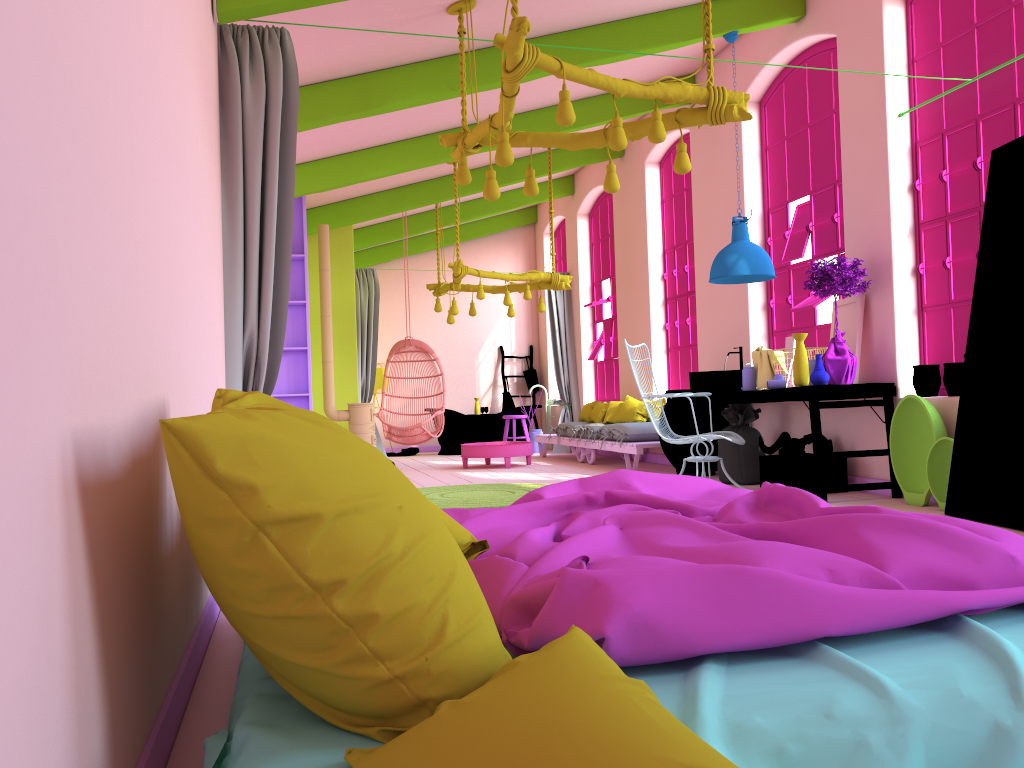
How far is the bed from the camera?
1.5m

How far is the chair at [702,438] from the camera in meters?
6.7

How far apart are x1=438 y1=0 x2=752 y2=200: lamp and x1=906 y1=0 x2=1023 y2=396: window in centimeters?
186cm

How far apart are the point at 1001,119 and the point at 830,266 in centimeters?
137cm

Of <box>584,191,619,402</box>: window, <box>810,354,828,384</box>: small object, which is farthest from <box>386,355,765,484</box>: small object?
<box>584,191,619,402</box>: window

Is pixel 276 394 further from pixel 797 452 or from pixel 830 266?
pixel 830 266

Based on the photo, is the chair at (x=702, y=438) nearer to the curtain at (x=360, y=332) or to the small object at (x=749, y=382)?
the small object at (x=749, y=382)

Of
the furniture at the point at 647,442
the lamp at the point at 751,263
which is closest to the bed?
the lamp at the point at 751,263

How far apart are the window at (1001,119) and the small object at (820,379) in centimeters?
76cm

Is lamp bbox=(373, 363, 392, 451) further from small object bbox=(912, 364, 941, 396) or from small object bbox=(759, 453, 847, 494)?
small object bbox=(912, 364, 941, 396)
